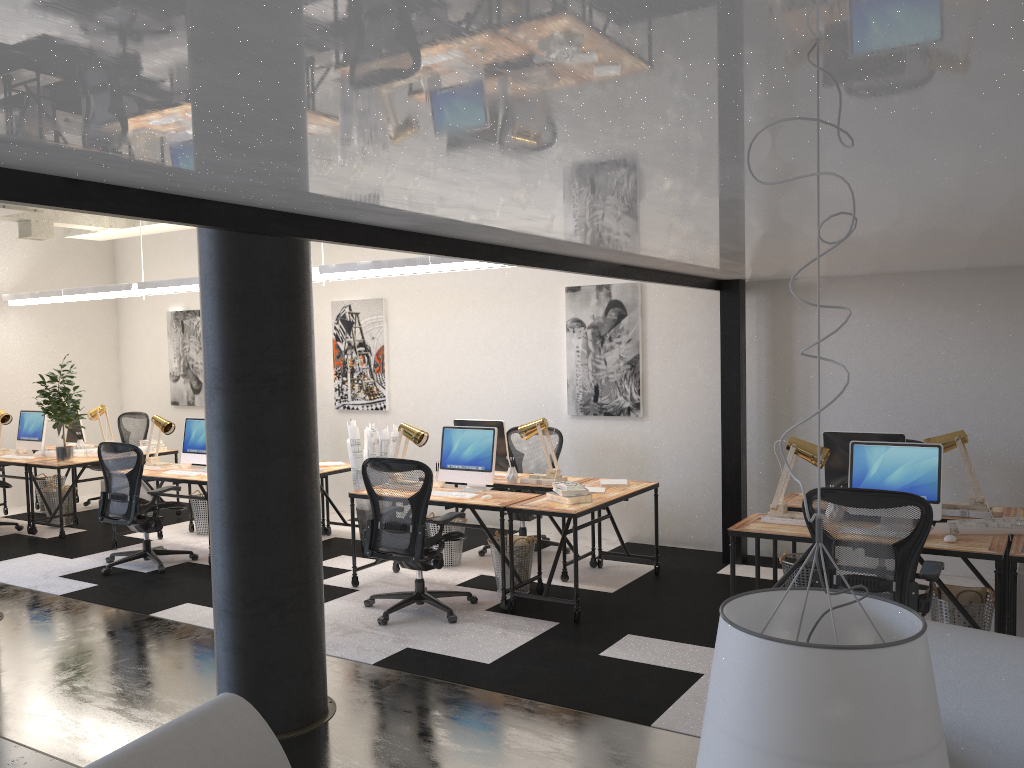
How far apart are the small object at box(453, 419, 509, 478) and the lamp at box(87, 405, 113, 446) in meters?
4.8 m

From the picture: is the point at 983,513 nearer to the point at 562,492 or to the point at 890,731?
the point at 562,492

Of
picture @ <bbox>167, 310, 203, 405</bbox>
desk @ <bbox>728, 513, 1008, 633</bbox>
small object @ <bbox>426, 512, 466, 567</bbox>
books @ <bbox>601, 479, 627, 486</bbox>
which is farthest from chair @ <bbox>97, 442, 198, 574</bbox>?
desk @ <bbox>728, 513, 1008, 633</bbox>

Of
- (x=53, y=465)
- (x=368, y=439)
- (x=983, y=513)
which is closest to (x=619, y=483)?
(x=368, y=439)

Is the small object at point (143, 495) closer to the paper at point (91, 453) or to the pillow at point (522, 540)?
the paper at point (91, 453)

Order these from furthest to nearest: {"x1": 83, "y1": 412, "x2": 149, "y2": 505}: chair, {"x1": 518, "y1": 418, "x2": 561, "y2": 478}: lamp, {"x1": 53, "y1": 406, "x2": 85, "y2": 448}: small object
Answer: {"x1": 83, "y1": 412, "x2": 149, "y2": 505}: chair < {"x1": 53, "y1": 406, "x2": 85, "y2": 448}: small object < {"x1": 518, "y1": 418, "x2": 561, "y2": 478}: lamp

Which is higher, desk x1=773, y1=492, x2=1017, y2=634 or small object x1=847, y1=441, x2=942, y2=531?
small object x1=847, y1=441, x2=942, y2=531

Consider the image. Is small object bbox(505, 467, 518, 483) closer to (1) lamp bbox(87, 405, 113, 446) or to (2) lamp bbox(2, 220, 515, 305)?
(2) lamp bbox(2, 220, 515, 305)

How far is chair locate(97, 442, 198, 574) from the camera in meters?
7.2 m

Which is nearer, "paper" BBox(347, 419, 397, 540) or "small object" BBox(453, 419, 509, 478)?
"small object" BBox(453, 419, 509, 478)
